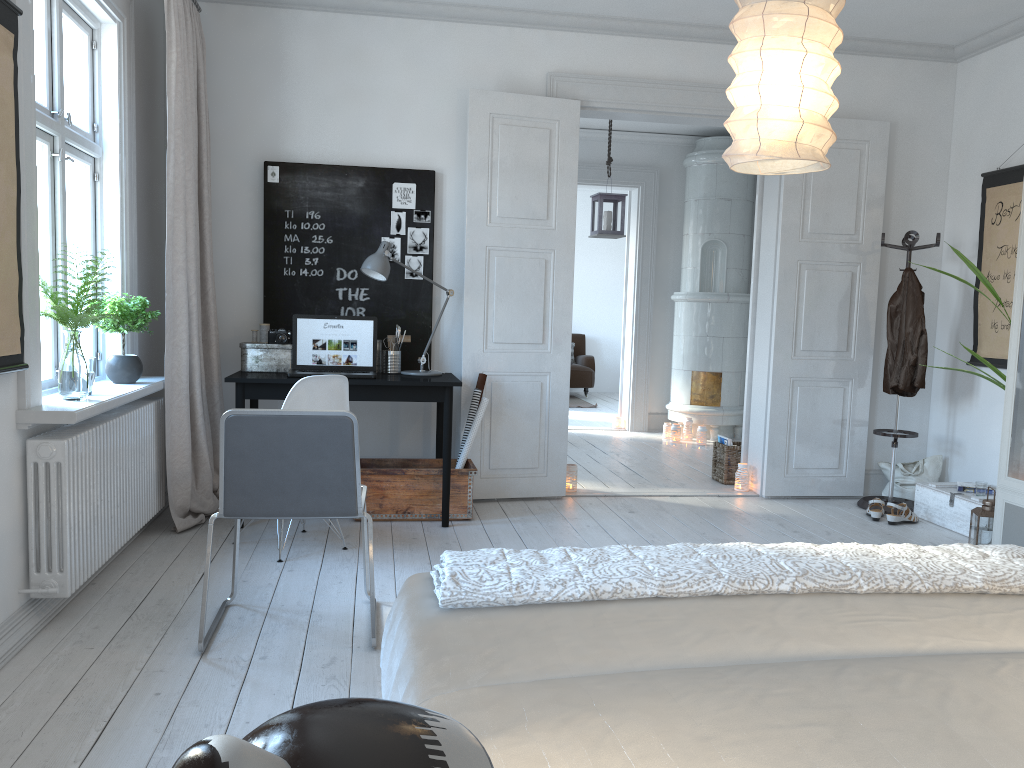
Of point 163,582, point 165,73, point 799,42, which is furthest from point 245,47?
point 799,42

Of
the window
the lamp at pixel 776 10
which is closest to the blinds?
the window

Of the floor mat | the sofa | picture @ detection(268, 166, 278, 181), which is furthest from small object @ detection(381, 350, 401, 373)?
the sofa

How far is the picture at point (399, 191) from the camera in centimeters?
506cm

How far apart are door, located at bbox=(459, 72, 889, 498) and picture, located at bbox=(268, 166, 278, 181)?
1.08m

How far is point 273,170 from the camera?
4.9 meters

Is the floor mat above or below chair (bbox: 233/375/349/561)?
below

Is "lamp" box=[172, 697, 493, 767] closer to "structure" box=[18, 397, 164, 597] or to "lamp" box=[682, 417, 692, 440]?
"structure" box=[18, 397, 164, 597]

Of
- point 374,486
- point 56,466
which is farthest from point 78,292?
point 374,486

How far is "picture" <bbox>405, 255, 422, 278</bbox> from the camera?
5.1 meters
